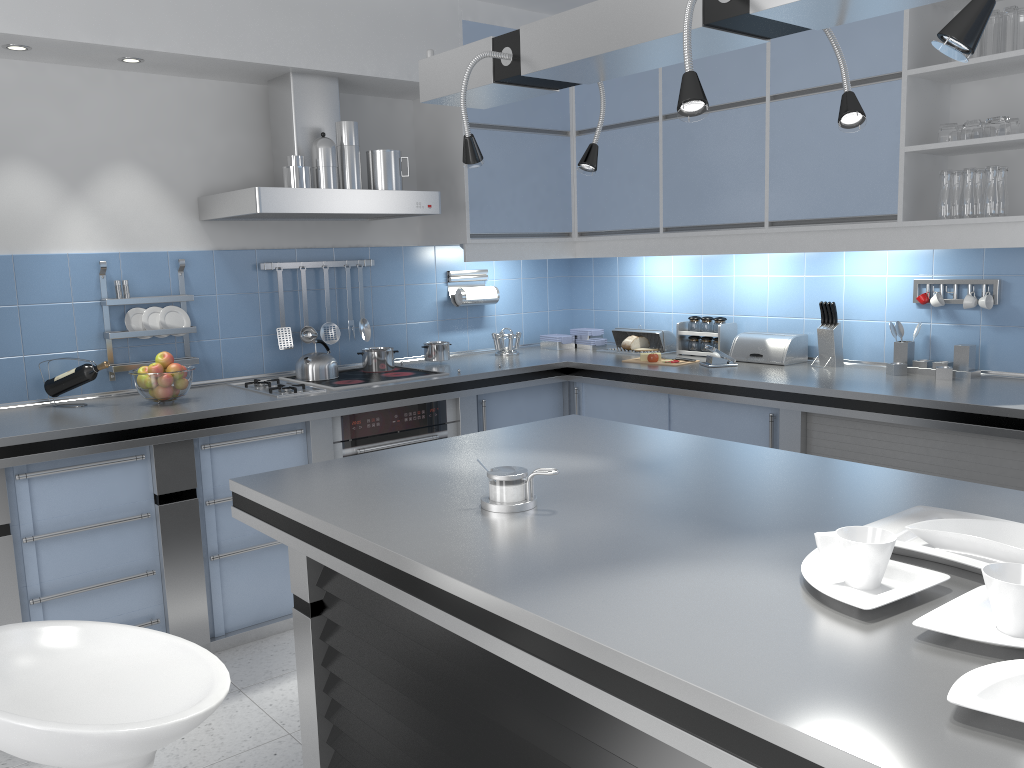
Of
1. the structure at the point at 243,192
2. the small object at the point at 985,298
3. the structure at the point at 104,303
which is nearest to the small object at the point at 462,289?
the structure at the point at 243,192

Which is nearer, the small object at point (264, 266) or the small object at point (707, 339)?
the small object at point (264, 266)

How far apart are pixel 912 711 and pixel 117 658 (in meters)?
1.37

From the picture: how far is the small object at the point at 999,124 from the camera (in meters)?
3.18

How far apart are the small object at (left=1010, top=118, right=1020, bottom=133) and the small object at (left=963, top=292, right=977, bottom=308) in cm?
→ 65

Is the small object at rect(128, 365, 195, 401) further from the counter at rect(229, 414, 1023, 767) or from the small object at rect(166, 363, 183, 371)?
the counter at rect(229, 414, 1023, 767)

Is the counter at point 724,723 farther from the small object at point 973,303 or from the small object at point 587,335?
the small object at point 587,335

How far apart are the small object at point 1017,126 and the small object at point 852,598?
2.5m

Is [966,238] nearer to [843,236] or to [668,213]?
[843,236]

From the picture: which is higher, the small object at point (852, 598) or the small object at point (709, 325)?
the small object at point (709, 325)
